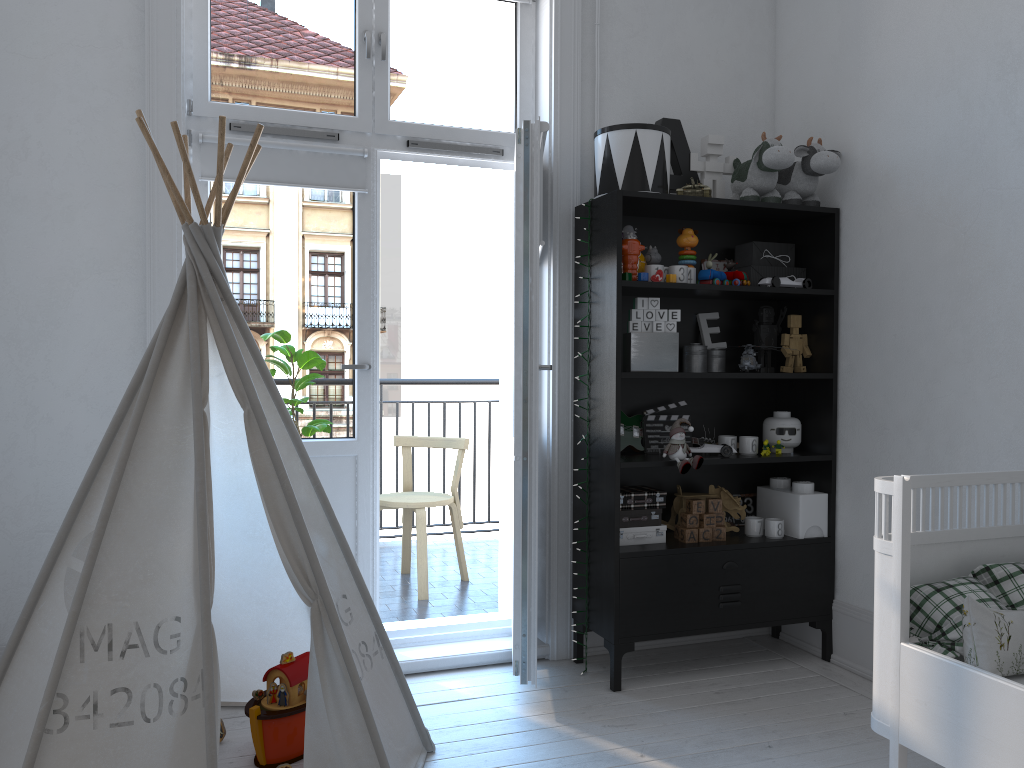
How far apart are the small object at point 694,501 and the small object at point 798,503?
0.37m

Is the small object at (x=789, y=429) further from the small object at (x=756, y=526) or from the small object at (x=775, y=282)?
the small object at (x=775, y=282)

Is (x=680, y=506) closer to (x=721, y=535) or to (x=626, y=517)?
(x=721, y=535)

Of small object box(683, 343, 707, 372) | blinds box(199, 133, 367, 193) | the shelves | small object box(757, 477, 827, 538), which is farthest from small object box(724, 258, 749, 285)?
blinds box(199, 133, 367, 193)

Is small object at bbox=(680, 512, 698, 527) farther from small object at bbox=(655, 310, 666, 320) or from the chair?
the chair

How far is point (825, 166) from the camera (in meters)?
3.15

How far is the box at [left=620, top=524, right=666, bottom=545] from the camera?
3.1 meters

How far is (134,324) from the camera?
2.8m

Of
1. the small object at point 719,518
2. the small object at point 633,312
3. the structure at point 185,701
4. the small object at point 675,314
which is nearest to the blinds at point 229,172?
the structure at point 185,701

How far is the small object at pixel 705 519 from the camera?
3.2m
